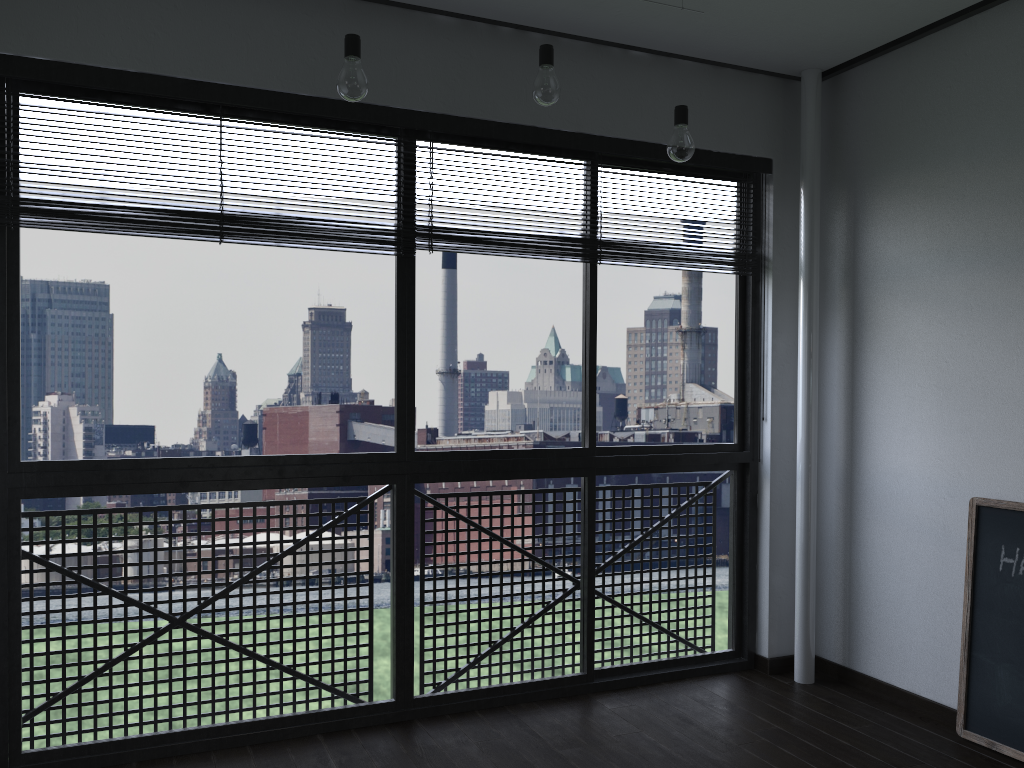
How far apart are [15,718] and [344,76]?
2.01m

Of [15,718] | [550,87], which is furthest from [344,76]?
[15,718]

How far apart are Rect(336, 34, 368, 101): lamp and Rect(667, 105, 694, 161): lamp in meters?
0.9

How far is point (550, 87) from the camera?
2.39m

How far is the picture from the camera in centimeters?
271cm

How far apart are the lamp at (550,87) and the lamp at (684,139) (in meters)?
0.39

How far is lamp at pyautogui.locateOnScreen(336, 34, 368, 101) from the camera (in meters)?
2.17

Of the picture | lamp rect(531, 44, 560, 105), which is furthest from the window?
the picture

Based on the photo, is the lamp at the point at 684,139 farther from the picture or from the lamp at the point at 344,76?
the picture

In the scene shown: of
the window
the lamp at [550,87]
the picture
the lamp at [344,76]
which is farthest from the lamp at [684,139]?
the picture
